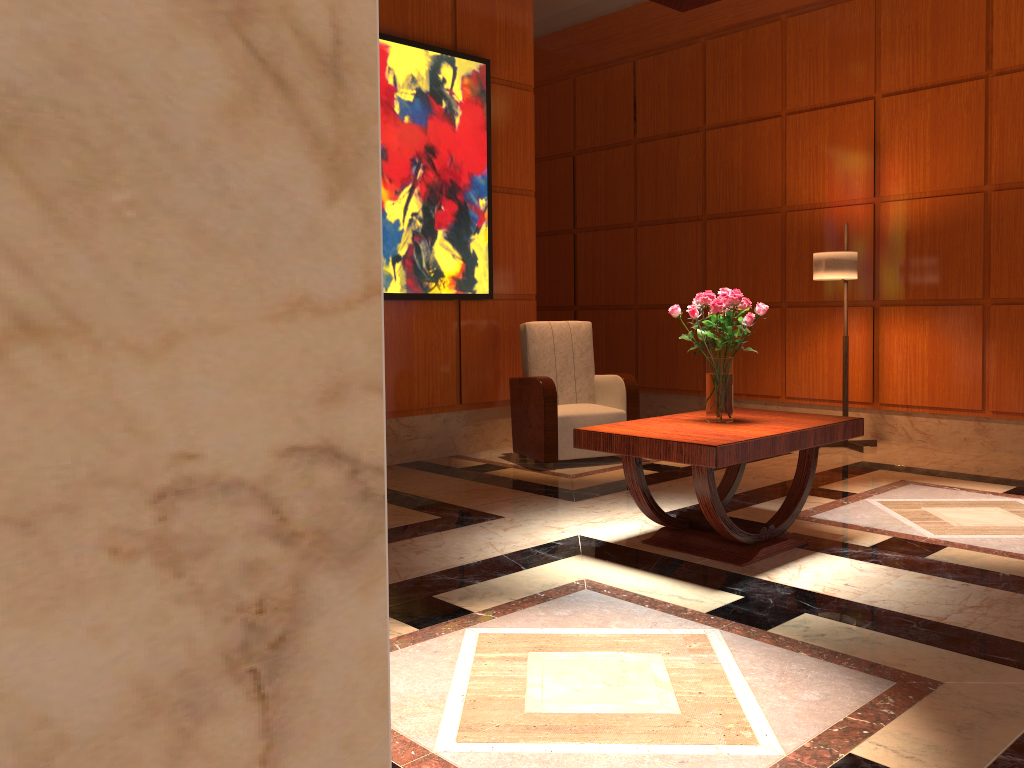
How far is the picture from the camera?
5.84m

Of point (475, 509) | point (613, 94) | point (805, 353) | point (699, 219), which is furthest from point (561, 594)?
point (613, 94)

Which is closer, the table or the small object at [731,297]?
the table

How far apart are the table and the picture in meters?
2.4

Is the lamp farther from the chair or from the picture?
the picture

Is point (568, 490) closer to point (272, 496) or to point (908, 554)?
point (908, 554)

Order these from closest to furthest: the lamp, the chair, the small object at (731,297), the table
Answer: the table → the small object at (731,297) → the chair → the lamp

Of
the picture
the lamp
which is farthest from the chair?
the lamp

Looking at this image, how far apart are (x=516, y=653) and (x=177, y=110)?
2.64m

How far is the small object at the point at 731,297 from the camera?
3.8 meters
